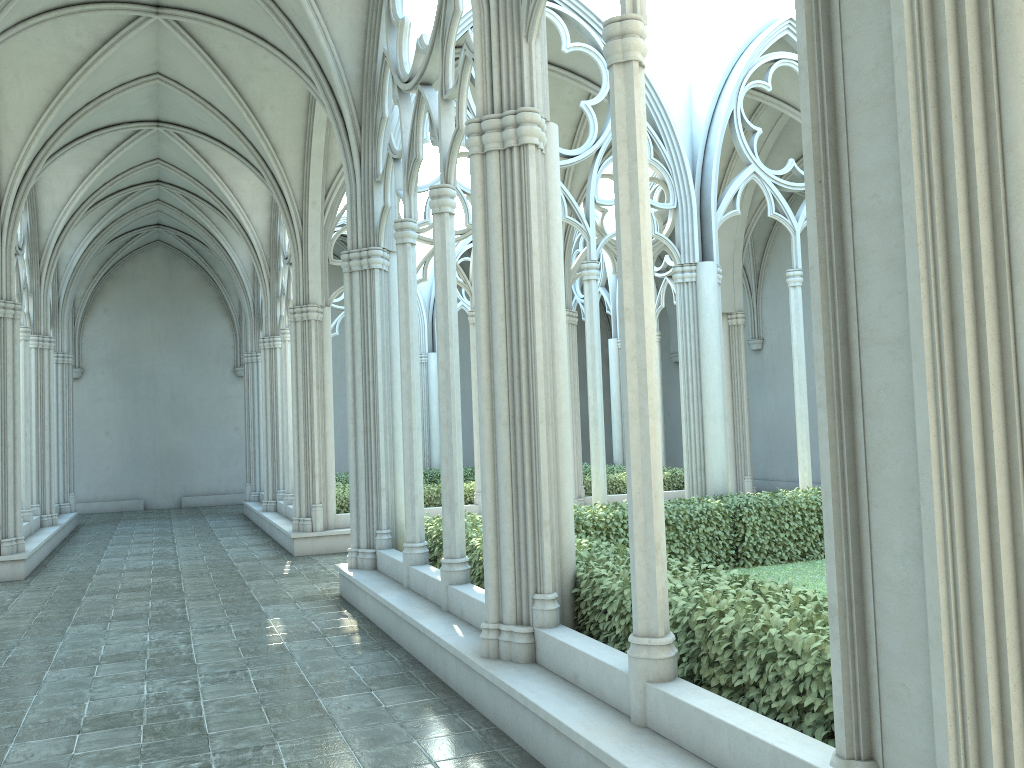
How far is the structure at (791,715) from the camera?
4.1m

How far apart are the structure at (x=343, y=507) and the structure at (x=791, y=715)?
5.19m

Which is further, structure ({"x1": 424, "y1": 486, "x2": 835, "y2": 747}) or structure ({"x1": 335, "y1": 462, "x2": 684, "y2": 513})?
structure ({"x1": 335, "y1": 462, "x2": 684, "y2": 513})

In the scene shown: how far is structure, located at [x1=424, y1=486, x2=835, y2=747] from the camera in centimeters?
411cm

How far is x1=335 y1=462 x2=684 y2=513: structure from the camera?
15.37m

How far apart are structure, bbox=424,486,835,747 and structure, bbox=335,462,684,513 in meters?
5.2 m
